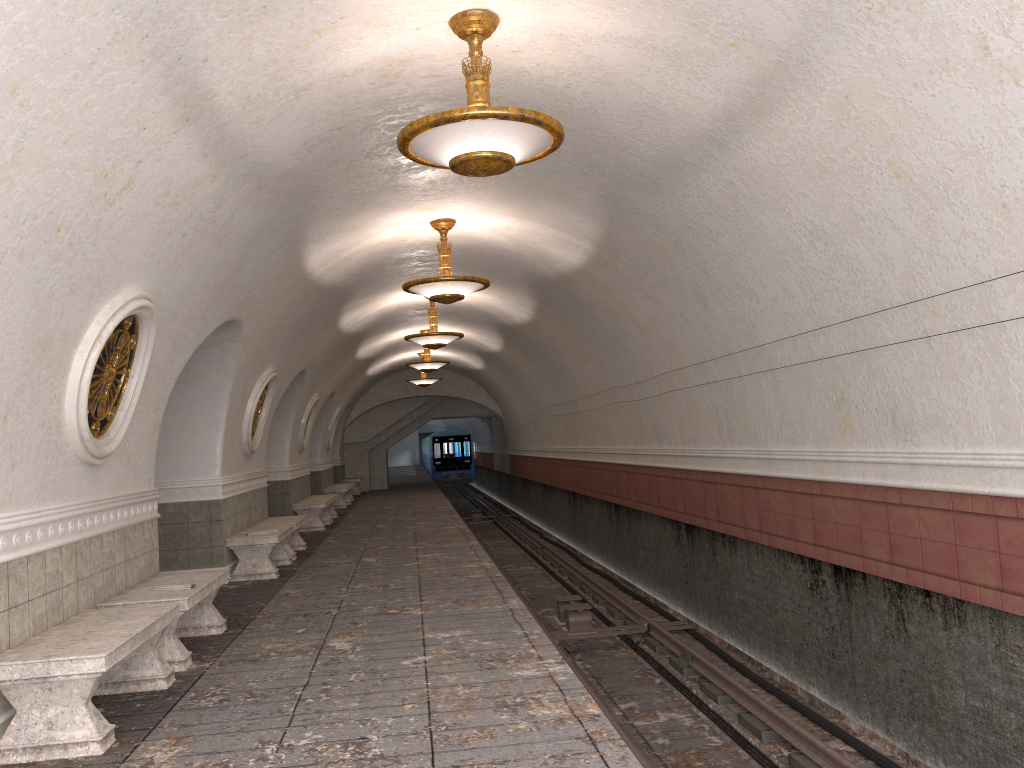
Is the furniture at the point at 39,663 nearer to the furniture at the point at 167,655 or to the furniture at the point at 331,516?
the furniture at the point at 167,655

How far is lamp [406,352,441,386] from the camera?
24.07m

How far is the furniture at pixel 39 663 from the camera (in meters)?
4.45

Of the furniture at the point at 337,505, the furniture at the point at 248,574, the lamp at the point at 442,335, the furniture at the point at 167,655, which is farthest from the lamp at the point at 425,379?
the furniture at the point at 167,655

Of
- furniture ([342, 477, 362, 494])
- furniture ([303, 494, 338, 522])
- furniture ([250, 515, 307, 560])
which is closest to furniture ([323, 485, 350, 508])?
furniture ([303, 494, 338, 522])

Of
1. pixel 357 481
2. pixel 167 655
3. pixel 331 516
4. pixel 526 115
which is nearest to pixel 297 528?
pixel 167 655

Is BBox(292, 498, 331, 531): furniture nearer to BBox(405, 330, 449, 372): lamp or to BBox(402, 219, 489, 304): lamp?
BBox(405, 330, 449, 372): lamp

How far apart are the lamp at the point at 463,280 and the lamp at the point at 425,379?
13.9m

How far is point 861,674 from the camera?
7.09m

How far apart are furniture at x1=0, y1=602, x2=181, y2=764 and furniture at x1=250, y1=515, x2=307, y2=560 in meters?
6.3 m
